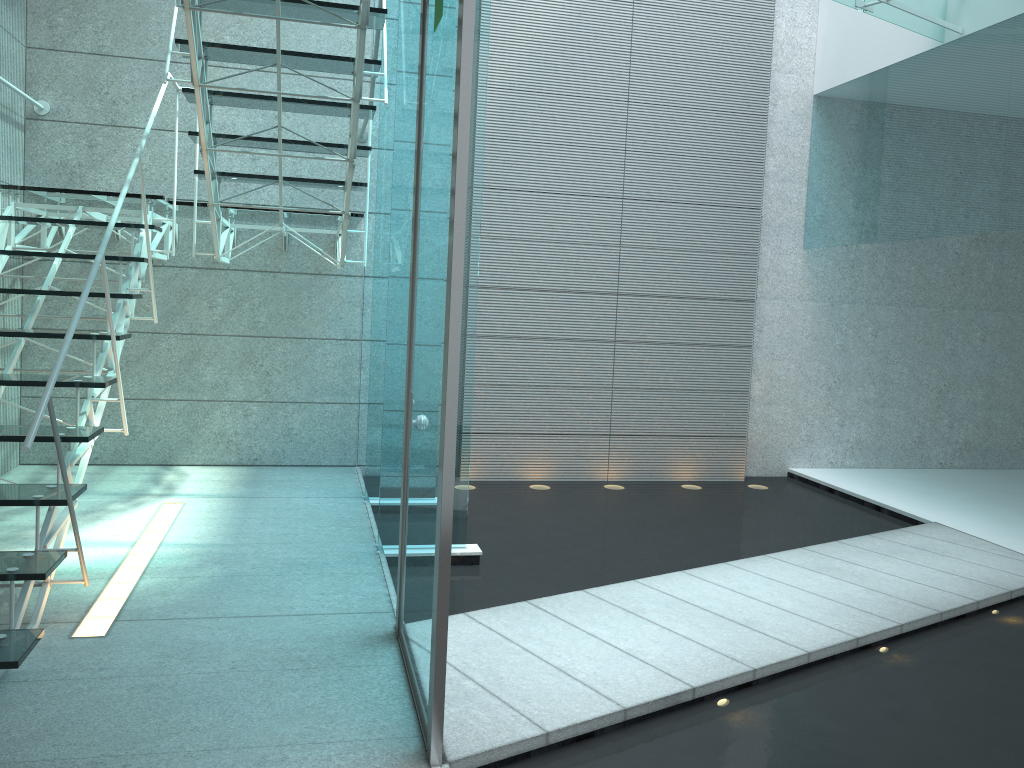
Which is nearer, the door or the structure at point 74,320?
the door

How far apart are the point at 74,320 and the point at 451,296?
1.32m

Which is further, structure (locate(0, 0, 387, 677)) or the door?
structure (locate(0, 0, 387, 677))

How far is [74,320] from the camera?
2.6m

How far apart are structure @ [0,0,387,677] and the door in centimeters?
60cm

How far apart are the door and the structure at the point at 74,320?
0.60m

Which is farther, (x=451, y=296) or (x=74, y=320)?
(x=74, y=320)

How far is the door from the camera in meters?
2.0

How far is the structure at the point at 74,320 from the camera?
2.63m

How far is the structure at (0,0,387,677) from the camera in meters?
2.6
